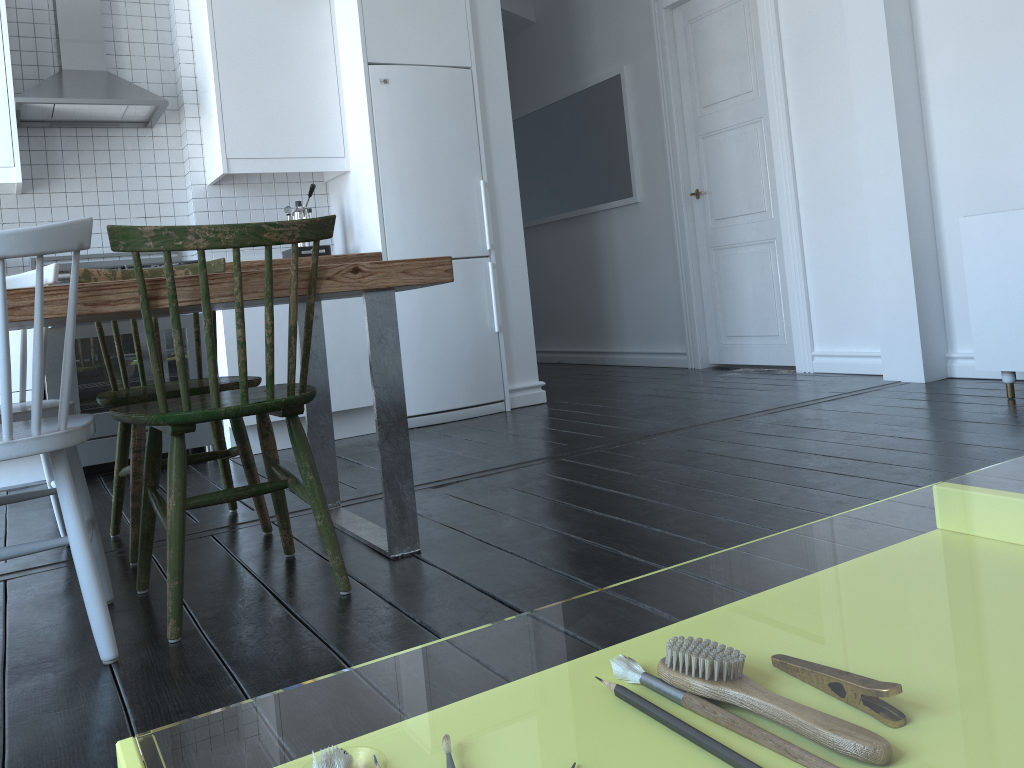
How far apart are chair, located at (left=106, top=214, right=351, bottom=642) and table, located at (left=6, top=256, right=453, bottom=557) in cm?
2

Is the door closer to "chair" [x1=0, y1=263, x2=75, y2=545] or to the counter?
the counter

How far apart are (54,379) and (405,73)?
2.1 meters

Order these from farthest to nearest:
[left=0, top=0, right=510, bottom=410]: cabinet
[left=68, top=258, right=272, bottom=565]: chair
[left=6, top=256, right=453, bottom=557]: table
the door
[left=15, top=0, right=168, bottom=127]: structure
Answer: the door < [left=0, top=0, right=510, bottom=410]: cabinet < [left=15, top=0, right=168, bottom=127]: structure < [left=68, top=258, right=272, bottom=565]: chair < [left=6, top=256, right=453, bottom=557]: table

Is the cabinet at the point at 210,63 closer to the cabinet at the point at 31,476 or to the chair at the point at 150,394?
the cabinet at the point at 31,476

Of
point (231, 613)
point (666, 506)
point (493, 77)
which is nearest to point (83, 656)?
point (231, 613)

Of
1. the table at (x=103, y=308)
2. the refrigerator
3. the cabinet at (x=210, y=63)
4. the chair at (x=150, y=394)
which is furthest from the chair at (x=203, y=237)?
the cabinet at (x=210, y=63)

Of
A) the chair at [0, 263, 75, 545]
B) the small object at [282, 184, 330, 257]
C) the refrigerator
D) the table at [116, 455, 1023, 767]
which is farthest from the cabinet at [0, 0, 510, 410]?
the table at [116, 455, 1023, 767]

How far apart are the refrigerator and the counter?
0.1m

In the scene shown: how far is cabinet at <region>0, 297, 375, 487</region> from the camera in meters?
3.9
